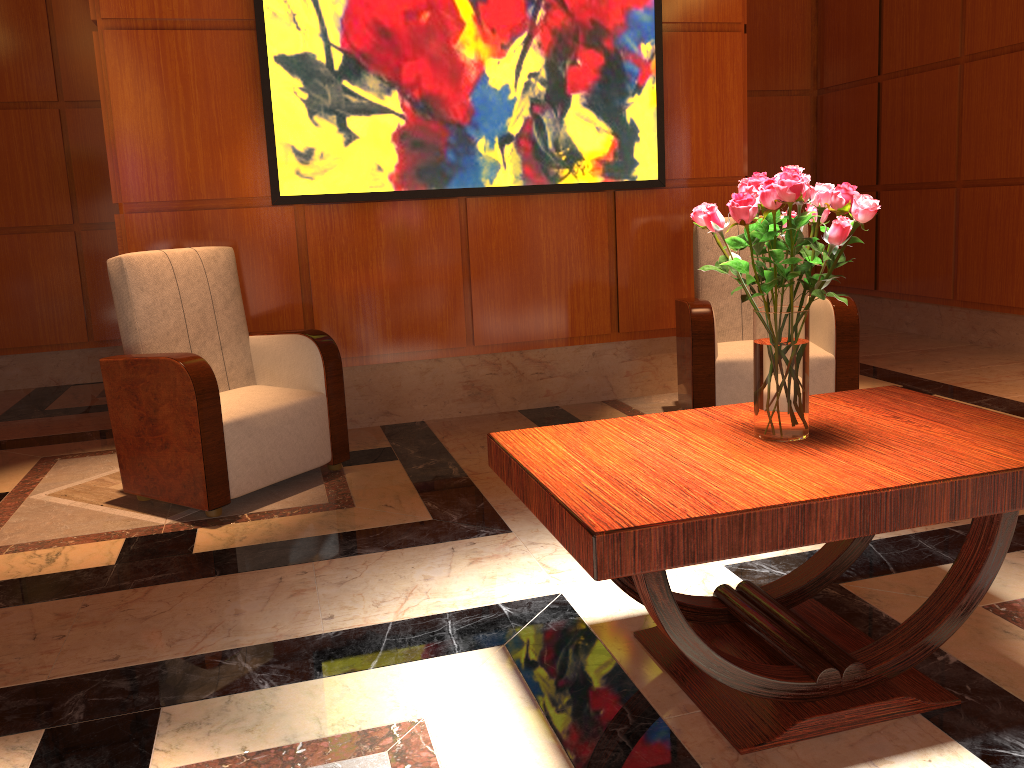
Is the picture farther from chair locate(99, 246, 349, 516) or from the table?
the table

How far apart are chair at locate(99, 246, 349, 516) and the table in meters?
1.5

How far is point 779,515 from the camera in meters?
1.6

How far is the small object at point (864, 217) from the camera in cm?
177

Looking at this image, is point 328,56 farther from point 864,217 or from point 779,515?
point 779,515

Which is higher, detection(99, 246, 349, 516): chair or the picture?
the picture

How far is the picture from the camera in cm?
405

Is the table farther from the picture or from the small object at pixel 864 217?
the picture

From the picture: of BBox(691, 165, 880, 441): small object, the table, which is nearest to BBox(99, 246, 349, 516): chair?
the table

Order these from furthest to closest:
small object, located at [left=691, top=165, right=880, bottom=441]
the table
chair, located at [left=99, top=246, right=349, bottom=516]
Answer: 1. chair, located at [left=99, top=246, right=349, bottom=516]
2. small object, located at [left=691, top=165, right=880, bottom=441]
3. the table
